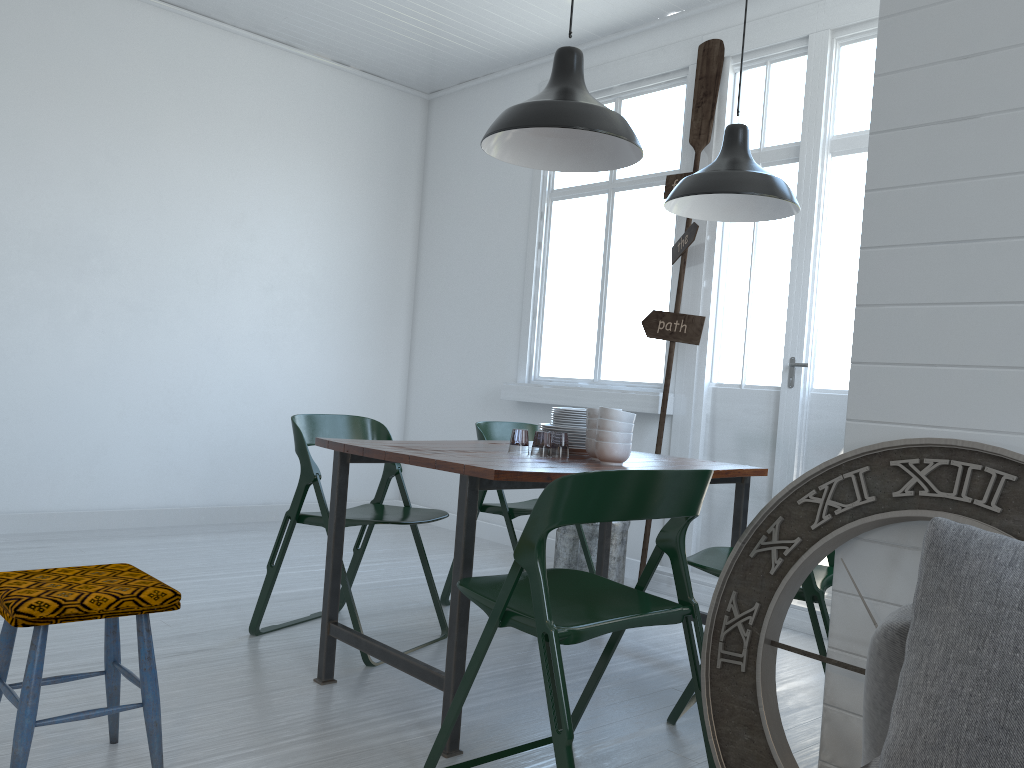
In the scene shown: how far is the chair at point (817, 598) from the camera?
2.98m

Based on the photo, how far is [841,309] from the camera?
4.89m

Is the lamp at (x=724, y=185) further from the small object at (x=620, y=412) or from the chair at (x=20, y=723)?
the chair at (x=20, y=723)

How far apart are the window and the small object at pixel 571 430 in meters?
1.8

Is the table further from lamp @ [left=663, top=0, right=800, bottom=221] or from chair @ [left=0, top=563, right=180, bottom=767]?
lamp @ [left=663, top=0, right=800, bottom=221]

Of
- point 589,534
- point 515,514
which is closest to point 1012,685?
point 515,514

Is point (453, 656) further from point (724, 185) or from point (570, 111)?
point (724, 185)

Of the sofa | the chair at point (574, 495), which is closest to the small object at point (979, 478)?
the chair at point (574, 495)

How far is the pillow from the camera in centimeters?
138cm

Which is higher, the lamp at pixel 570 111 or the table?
the lamp at pixel 570 111
